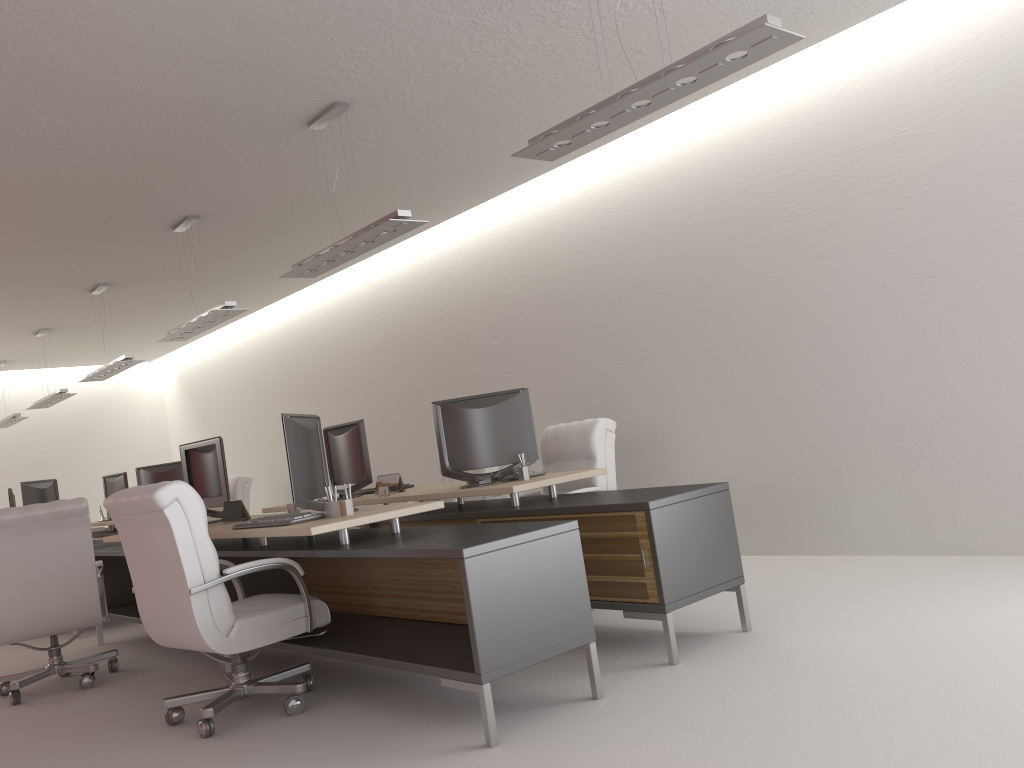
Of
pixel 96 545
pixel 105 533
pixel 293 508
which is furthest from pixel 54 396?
pixel 293 508

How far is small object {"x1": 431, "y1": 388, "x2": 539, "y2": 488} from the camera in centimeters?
761cm

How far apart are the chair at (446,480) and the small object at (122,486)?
7.2 meters

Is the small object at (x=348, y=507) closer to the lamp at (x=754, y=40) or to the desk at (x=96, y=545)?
the lamp at (x=754, y=40)

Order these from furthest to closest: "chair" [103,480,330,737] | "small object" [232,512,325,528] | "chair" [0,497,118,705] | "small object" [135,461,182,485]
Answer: "small object" [135,461,182,485], "chair" [0,497,118,705], "small object" [232,512,325,528], "chair" [103,480,330,737]

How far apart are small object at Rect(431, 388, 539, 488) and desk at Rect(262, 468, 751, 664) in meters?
0.1 m

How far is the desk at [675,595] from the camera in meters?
5.7

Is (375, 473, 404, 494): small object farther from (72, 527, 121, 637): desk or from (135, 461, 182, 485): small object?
(135, 461, 182, 485): small object

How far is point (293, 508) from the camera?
7.6m

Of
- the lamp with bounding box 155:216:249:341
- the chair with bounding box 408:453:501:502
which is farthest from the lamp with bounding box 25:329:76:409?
the chair with bounding box 408:453:501:502
